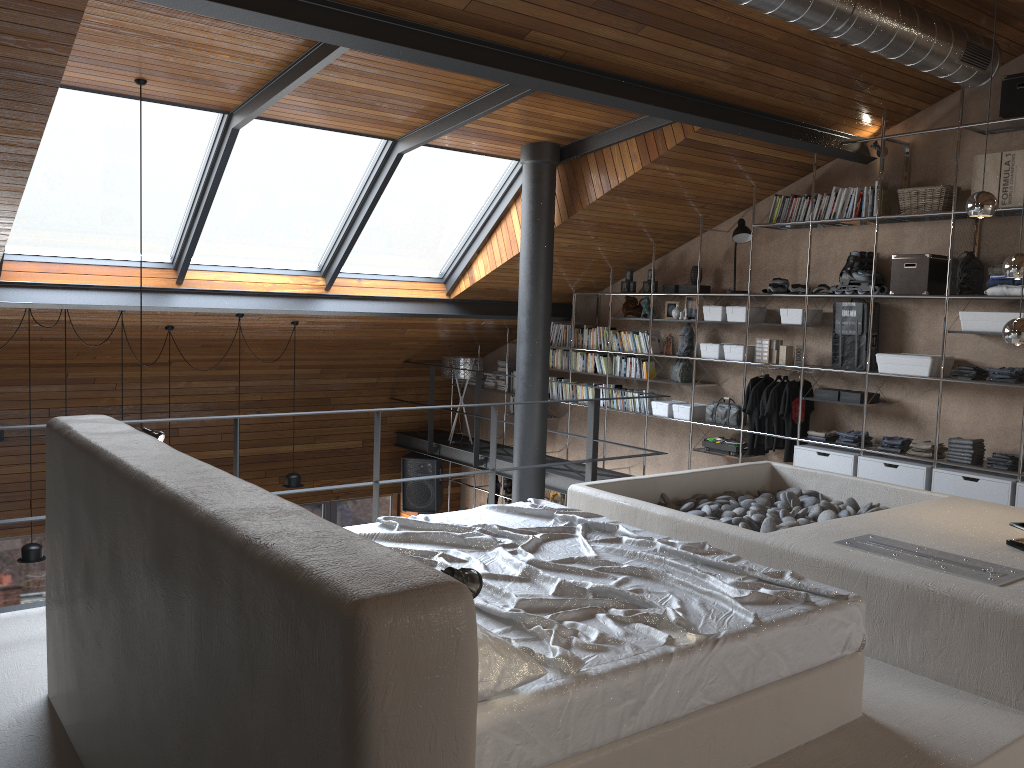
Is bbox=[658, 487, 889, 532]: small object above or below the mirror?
below

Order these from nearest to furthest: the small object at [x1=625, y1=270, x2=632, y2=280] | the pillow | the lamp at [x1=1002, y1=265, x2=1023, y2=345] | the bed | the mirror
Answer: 1. the pillow
2. the bed
3. the lamp at [x1=1002, y1=265, x2=1023, y2=345]
4. the mirror
5. the small object at [x1=625, y1=270, x2=632, y2=280]

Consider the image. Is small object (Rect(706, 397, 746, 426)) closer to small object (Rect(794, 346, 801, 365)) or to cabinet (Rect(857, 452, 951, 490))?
small object (Rect(794, 346, 801, 365))

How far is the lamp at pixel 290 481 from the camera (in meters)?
8.61

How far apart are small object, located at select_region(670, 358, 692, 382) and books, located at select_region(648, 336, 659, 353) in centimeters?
24cm

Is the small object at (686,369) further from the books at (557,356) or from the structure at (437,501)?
the structure at (437,501)

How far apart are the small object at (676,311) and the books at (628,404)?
1.0 meters

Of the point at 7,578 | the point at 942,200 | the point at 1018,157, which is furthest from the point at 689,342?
the point at 7,578

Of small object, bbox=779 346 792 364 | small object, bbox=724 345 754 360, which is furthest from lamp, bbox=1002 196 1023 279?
small object, bbox=724 345 754 360

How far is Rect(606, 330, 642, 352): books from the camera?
8.7 meters
